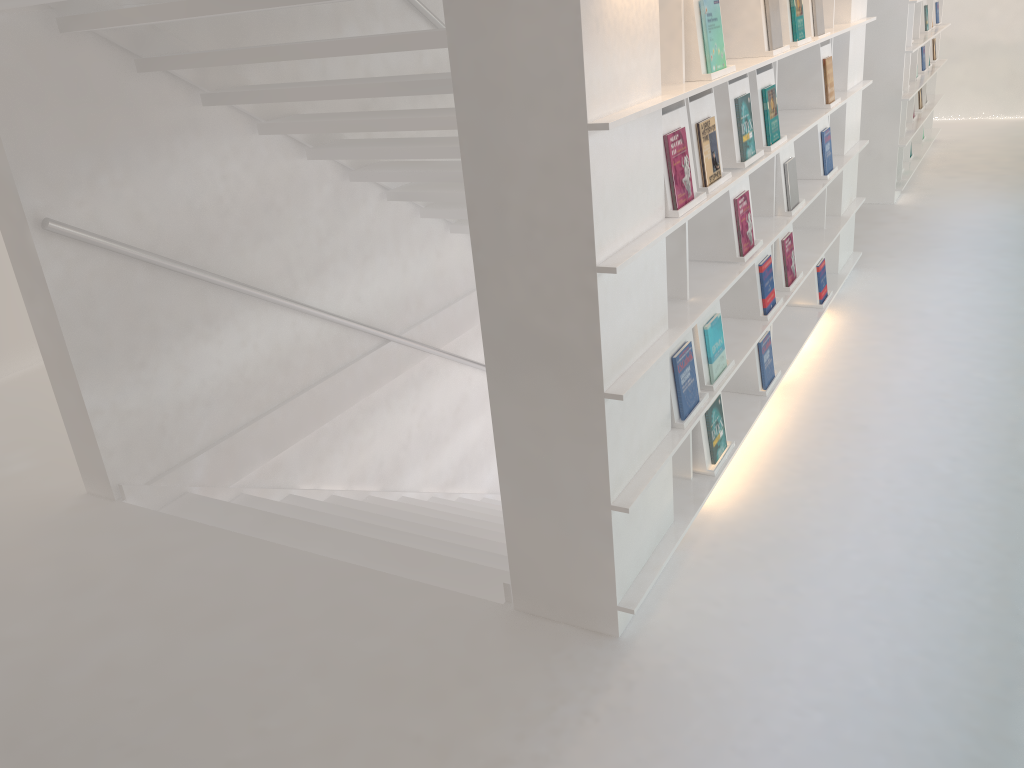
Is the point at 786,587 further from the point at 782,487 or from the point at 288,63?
the point at 288,63

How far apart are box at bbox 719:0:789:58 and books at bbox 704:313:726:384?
0.97m

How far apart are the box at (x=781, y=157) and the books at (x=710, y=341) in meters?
0.9 m

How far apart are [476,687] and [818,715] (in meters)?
0.88

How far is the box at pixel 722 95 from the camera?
2.9 meters

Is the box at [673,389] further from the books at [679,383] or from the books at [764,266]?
the books at [764,266]

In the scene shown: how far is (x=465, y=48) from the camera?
2.05m

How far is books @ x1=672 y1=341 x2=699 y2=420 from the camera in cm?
271

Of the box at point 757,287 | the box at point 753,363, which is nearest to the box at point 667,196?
the box at point 757,287

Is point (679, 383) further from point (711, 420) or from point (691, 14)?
point (691, 14)
